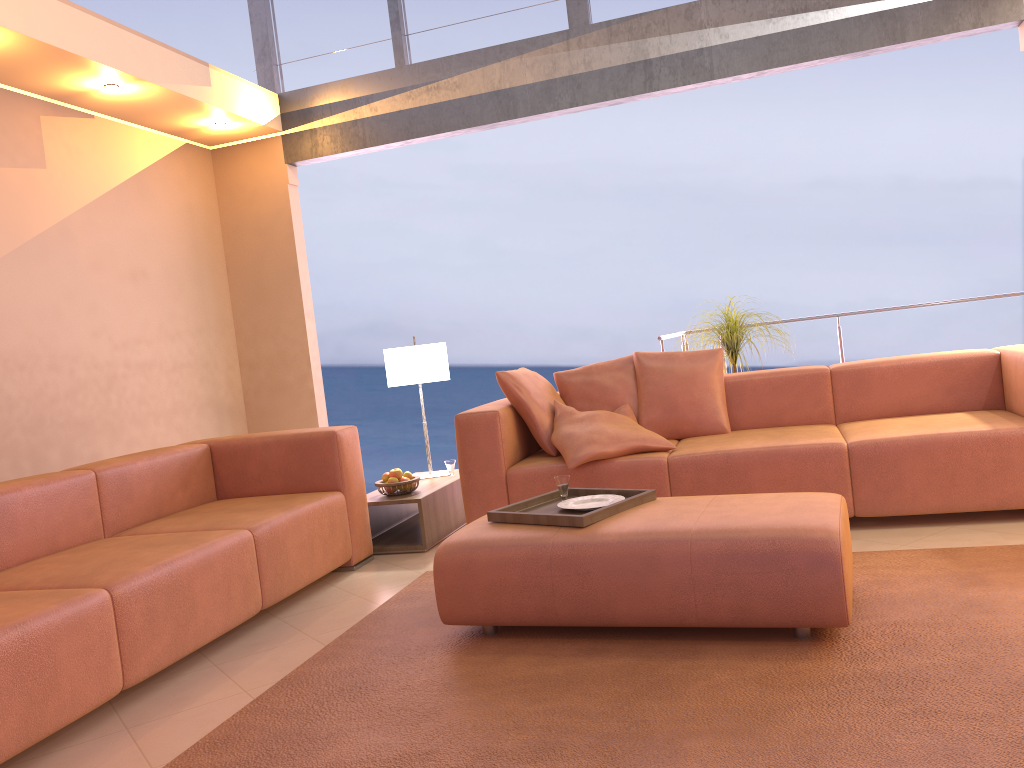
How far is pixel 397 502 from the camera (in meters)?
4.32

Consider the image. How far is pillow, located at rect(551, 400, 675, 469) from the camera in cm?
399

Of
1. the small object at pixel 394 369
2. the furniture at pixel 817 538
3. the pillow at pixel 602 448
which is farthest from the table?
the furniture at pixel 817 538

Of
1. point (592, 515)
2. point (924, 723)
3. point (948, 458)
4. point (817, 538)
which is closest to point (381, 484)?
point (592, 515)

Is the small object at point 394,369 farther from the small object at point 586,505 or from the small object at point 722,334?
the small object at point 586,505

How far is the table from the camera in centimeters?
432cm

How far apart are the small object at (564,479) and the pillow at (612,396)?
1.3 meters

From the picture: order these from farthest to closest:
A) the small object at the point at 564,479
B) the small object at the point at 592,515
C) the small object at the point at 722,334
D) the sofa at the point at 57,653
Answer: the small object at the point at 722,334 → the small object at the point at 564,479 → the small object at the point at 592,515 → the sofa at the point at 57,653

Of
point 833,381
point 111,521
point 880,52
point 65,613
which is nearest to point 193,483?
point 111,521

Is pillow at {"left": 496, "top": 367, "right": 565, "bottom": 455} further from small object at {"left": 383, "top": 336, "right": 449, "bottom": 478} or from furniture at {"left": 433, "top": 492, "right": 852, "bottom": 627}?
furniture at {"left": 433, "top": 492, "right": 852, "bottom": 627}
